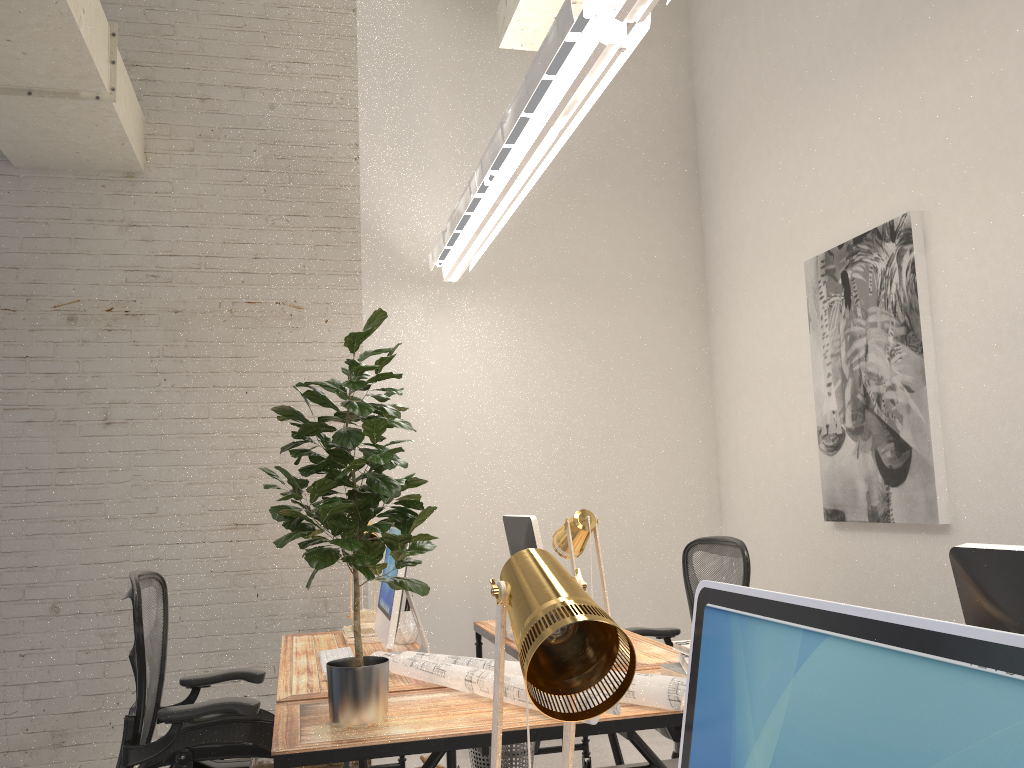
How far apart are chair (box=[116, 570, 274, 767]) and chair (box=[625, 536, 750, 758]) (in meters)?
1.53

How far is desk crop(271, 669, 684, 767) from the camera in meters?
2.0

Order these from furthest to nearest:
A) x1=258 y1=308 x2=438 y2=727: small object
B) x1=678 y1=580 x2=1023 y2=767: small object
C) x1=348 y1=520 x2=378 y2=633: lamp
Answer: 1. x1=348 y1=520 x2=378 y2=633: lamp
2. x1=258 y1=308 x2=438 y2=727: small object
3. x1=678 y1=580 x2=1023 y2=767: small object

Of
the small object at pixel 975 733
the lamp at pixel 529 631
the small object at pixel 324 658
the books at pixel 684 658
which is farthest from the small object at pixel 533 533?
the small object at pixel 975 733

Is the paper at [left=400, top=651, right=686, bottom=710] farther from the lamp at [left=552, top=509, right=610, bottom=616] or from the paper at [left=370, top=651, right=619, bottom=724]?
the lamp at [left=552, top=509, right=610, bottom=616]

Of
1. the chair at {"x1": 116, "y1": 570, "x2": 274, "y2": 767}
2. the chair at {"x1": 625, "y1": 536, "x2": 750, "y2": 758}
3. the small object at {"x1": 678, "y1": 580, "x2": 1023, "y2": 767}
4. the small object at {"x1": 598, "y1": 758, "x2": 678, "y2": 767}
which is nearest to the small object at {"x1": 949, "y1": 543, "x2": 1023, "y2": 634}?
the small object at {"x1": 678, "y1": 580, "x2": 1023, "y2": 767}

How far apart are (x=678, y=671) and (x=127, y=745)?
1.68m

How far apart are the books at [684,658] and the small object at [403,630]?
1.2 meters

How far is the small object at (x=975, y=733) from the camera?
0.5m

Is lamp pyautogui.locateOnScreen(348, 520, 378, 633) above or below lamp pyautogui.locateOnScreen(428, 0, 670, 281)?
below
